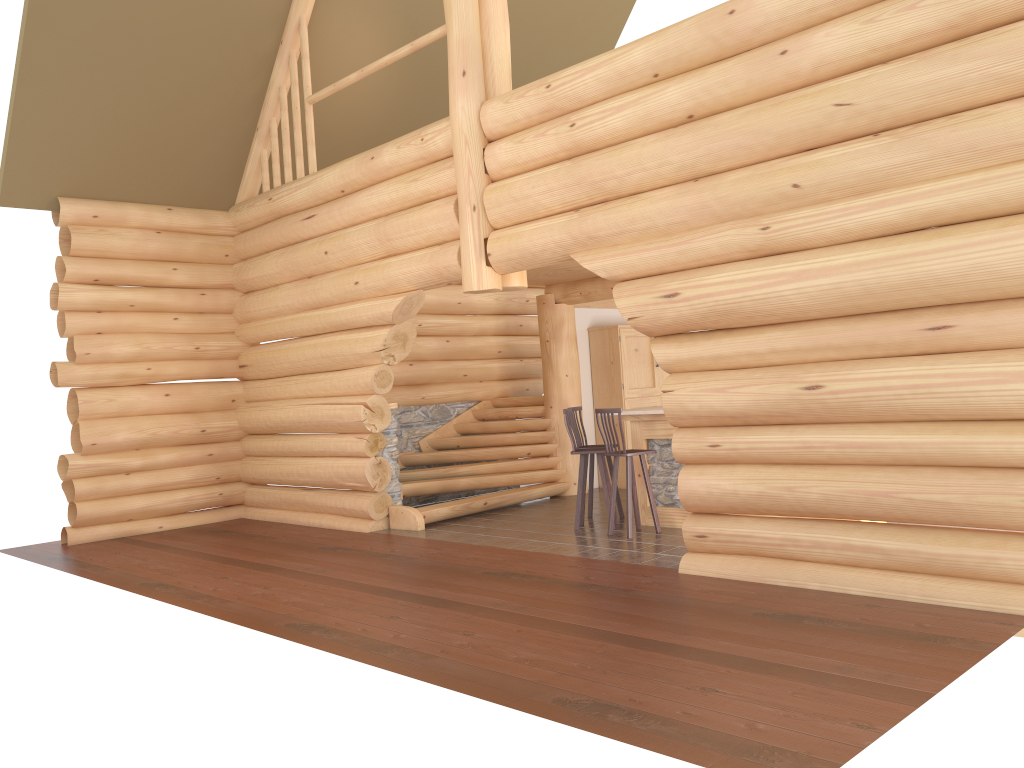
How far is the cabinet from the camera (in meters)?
13.02

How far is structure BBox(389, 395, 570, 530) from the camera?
11.1 meters

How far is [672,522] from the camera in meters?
9.4

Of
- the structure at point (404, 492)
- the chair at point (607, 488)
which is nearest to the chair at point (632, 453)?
the chair at point (607, 488)

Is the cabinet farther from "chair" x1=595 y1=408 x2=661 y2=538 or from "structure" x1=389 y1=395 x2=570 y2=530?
"chair" x1=595 y1=408 x2=661 y2=538

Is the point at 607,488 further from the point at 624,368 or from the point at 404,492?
the point at 624,368

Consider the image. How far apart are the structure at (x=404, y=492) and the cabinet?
0.9 meters

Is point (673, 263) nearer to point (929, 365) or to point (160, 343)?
point (929, 365)

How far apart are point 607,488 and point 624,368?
3.7 meters

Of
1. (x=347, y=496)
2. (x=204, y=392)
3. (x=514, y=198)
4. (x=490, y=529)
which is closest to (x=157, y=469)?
(x=204, y=392)
